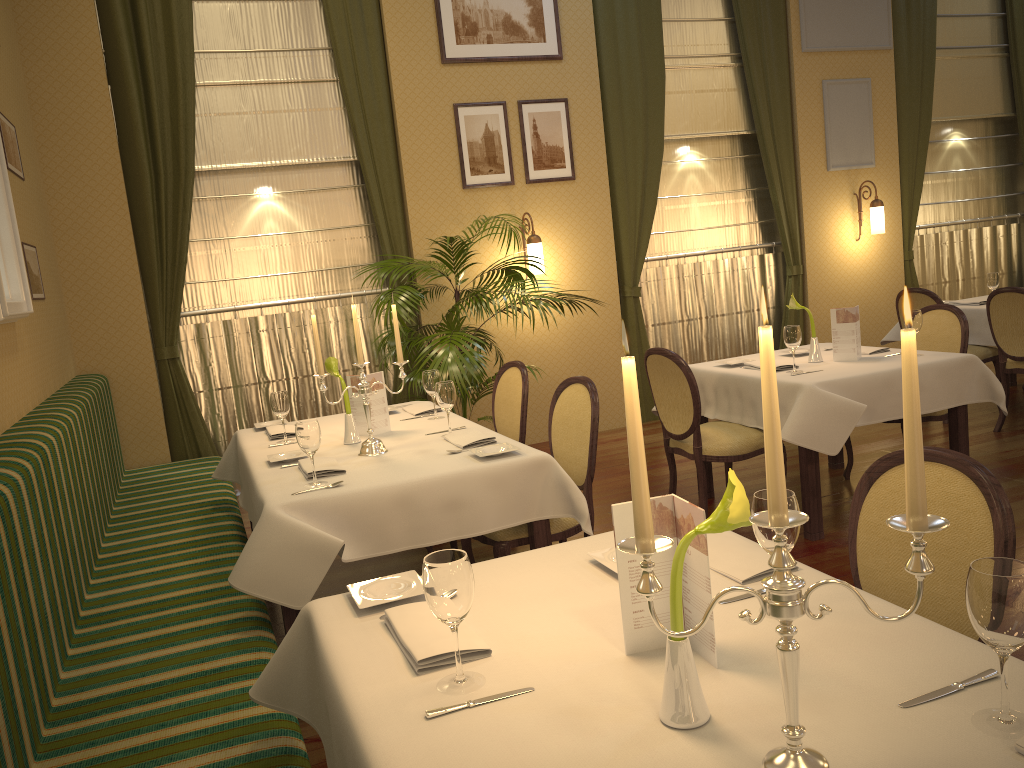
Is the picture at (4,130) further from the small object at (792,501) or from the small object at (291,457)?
the small object at (792,501)

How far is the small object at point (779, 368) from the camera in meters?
4.5

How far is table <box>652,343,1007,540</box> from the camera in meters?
4.0 m

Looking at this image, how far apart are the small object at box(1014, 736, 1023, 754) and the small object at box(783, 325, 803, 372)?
3.3 meters

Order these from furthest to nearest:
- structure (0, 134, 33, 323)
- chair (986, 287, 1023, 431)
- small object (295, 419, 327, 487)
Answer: chair (986, 287, 1023, 431)
structure (0, 134, 33, 323)
small object (295, 419, 327, 487)

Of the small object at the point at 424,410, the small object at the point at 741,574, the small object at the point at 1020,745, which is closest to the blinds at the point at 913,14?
the small object at the point at 424,410

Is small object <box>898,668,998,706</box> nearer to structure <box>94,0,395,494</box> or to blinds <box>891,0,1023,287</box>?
structure <box>94,0,395,494</box>

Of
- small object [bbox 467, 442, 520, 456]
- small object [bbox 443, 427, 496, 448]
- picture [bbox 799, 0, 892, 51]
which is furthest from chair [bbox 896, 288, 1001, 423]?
small object [bbox 467, 442, 520, 456]

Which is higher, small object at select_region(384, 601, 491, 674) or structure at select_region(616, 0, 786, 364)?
structure at select_region(616, 0, 786, 364)

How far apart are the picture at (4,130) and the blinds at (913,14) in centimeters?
705cm
